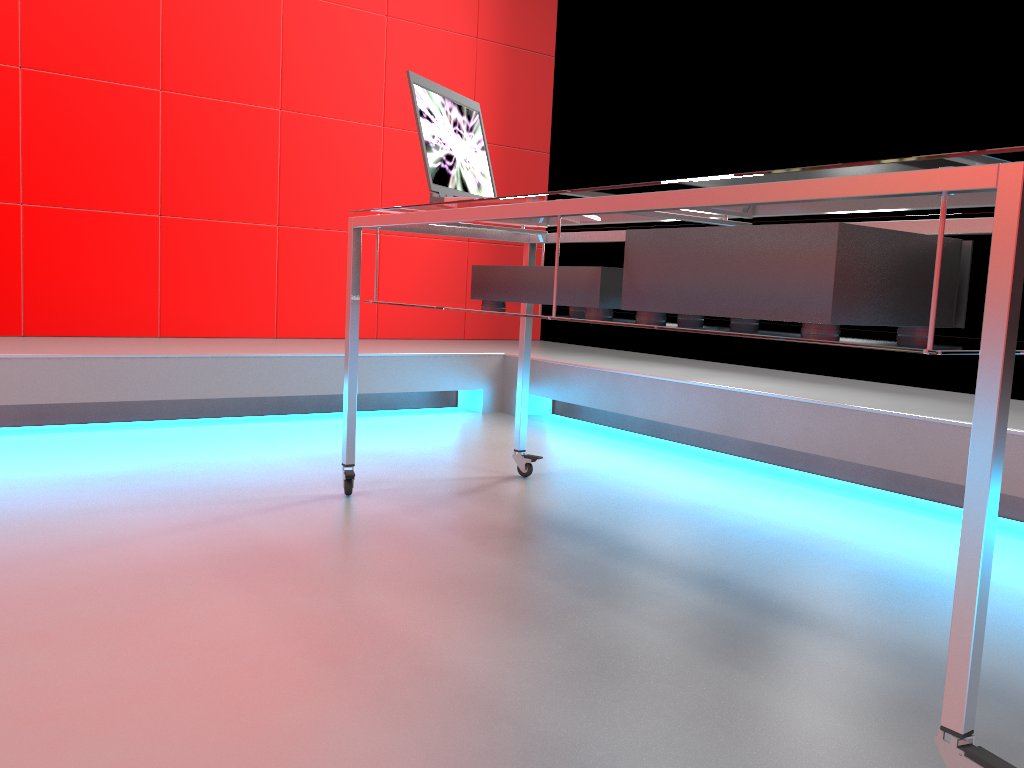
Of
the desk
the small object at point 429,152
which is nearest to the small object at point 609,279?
the desk

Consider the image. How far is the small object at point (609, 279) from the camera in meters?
1.6 m

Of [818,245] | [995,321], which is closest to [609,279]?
[818,245]

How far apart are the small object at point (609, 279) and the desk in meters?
0.0 m

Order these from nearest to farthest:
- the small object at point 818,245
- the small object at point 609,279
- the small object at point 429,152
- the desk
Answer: the desk → the small object at point 818,245 → the small object at point 609,279 → the small object at point 429,152

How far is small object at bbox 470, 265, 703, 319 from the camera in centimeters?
164cm

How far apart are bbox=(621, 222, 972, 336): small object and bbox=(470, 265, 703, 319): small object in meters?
0.1 m

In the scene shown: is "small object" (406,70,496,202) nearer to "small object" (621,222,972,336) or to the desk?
the desk

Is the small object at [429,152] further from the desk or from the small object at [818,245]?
the small object at [818,245]

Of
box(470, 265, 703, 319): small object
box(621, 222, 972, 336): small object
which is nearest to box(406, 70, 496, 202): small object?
Result: box(470, 265, 703, 319): small object
